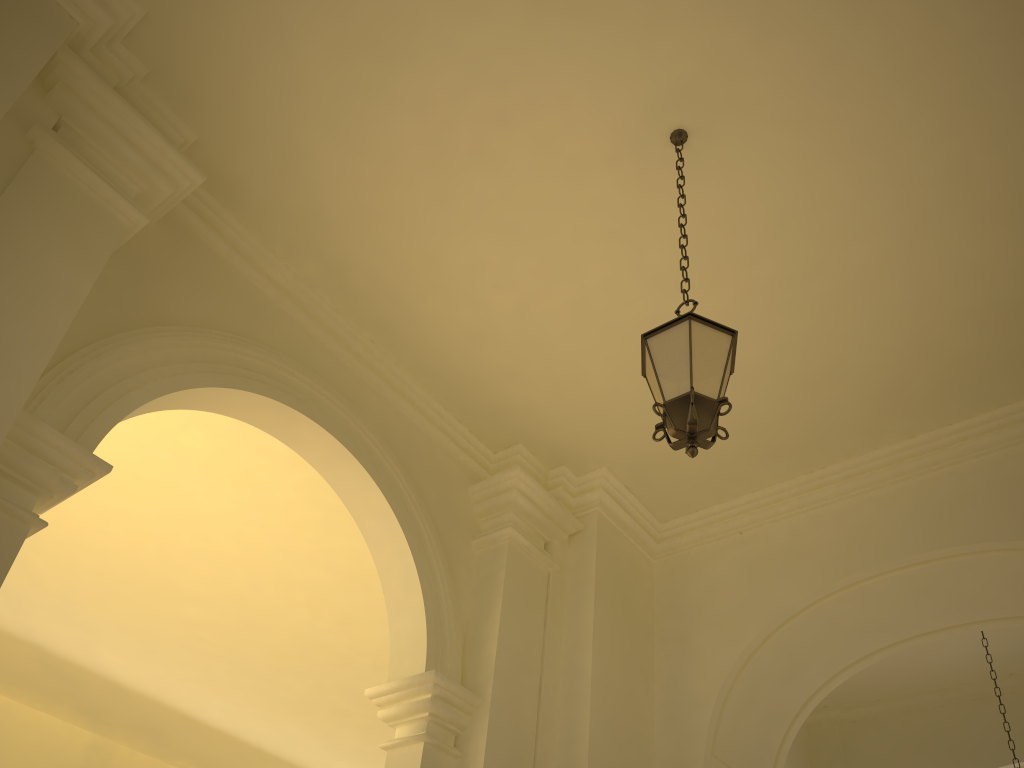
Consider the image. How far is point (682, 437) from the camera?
3.84m

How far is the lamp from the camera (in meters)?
3.84

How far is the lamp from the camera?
3.8 meters
